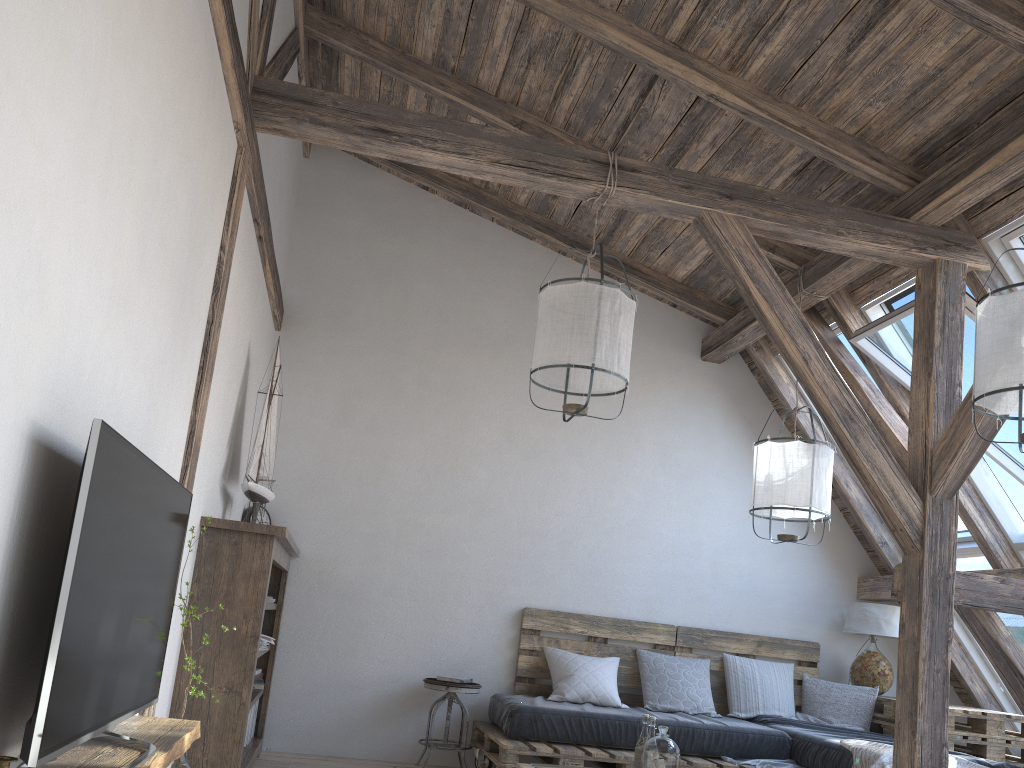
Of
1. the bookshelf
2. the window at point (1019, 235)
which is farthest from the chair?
the window at point (1019, 235)

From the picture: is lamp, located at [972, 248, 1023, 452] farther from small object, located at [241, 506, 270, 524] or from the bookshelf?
small object, located at [241, 506, 270, 524]

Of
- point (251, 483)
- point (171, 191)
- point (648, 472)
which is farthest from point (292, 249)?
point (171, 191)

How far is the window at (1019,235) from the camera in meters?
3.9

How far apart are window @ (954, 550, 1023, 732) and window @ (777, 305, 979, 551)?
0.04m

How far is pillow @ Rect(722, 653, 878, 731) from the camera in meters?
5.3

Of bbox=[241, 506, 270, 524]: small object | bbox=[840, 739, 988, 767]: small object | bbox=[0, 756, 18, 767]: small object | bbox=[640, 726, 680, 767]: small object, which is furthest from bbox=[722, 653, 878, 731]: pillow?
bbox=[0, 756, 18, 767]: small object

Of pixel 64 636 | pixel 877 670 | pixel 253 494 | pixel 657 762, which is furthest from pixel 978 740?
pixel 64 636

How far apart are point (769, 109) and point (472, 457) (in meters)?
2.73

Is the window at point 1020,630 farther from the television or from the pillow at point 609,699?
the television
